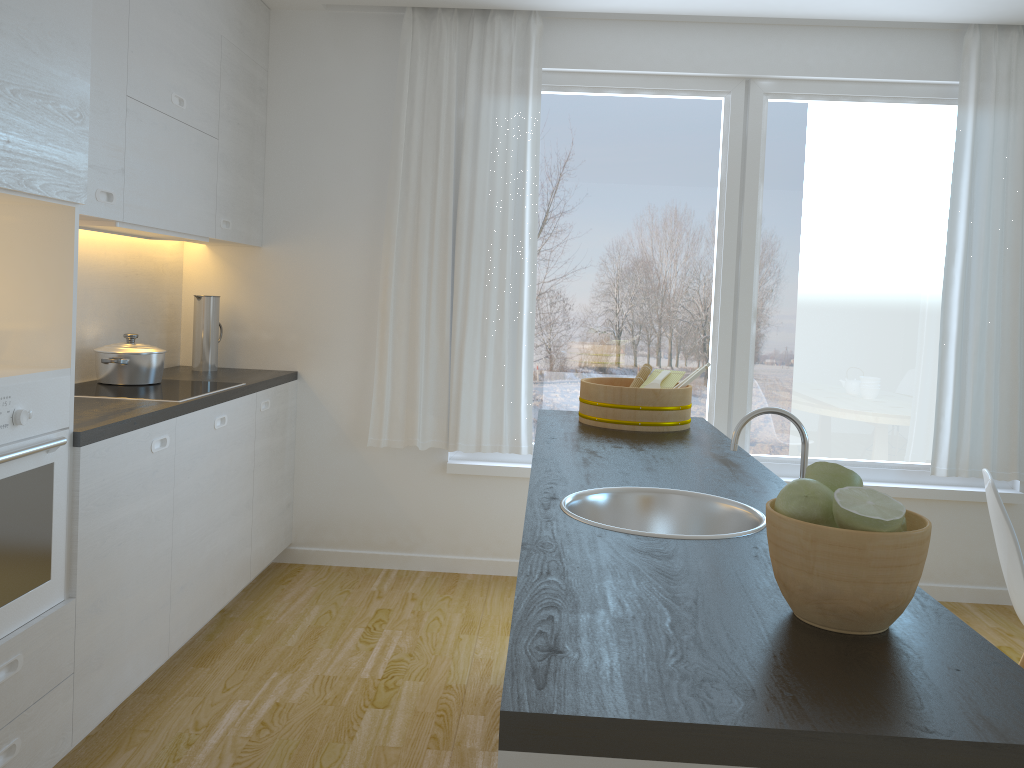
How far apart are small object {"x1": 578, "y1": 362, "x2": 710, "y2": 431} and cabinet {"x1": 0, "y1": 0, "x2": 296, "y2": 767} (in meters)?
1.36

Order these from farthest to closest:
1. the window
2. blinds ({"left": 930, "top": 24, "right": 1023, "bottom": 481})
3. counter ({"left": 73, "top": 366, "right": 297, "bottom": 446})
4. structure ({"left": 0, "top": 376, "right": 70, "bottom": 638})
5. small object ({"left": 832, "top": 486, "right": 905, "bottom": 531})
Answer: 1. the window
2. blinds ({"left": 930, "top": 24, "right": 1023, "bottom": 481})
3. counter ({"left": 73, "top": 366, "right": 297, "bottom": 446})
4. structure ({"left": 0, "top": 376, "right": 70, "bottom": 638})
5. small object ({"left": 832, "top": 486, "right": 905, "bottom": 531})

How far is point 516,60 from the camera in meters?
4.1

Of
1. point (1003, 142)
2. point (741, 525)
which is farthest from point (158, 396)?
point (1003, 142)

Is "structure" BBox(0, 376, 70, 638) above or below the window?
below

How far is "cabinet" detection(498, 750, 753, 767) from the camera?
0.9 meters

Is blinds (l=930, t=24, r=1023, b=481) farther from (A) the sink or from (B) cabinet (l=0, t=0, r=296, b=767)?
(B) cabinet (l=0, t=0, r=296, b=767)

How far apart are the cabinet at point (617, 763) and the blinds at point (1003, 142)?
3.8m

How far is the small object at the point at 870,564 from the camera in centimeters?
109cm

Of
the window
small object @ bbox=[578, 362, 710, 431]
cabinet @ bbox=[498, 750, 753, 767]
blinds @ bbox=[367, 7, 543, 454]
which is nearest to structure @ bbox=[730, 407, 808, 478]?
cabinet @ bbox=[498, 750, 753, 767]
